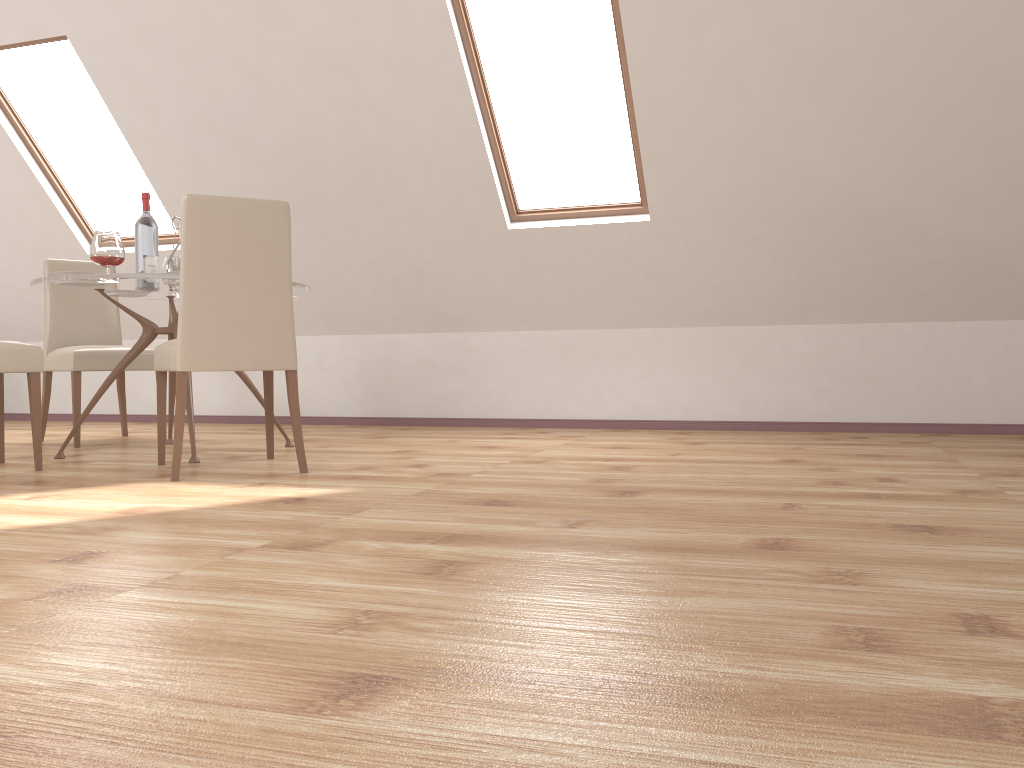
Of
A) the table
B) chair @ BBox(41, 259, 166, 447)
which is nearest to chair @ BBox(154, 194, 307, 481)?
the table

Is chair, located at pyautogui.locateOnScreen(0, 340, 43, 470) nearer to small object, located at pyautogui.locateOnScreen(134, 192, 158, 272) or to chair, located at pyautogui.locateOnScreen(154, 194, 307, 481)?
chair, located at pyautogui.locateOnScreen(154, 194, 307, 481)

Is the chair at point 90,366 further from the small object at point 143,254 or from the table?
the small object at point 143,254

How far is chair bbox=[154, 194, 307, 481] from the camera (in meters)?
3.10

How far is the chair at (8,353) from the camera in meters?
3.4

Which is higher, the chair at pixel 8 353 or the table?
the table

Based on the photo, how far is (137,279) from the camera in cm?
354

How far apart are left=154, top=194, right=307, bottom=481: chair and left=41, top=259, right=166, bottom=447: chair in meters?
1.1 m

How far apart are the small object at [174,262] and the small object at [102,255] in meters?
0.4

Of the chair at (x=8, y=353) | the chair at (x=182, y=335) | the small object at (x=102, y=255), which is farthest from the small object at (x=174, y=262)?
the chair at (x=8, y=353)
